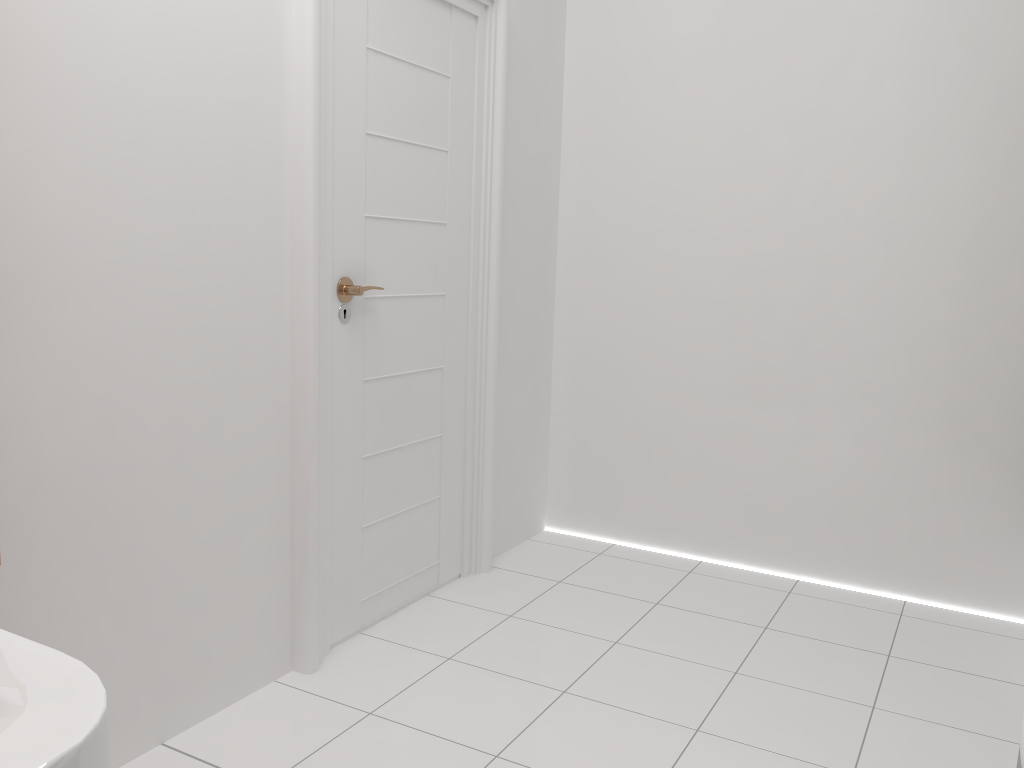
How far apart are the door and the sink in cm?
185

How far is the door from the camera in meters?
2.1 m

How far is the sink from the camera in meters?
0.2

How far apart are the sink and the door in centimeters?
185cm

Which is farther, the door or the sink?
the door

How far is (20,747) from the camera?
0.21m

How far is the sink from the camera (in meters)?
0.21
